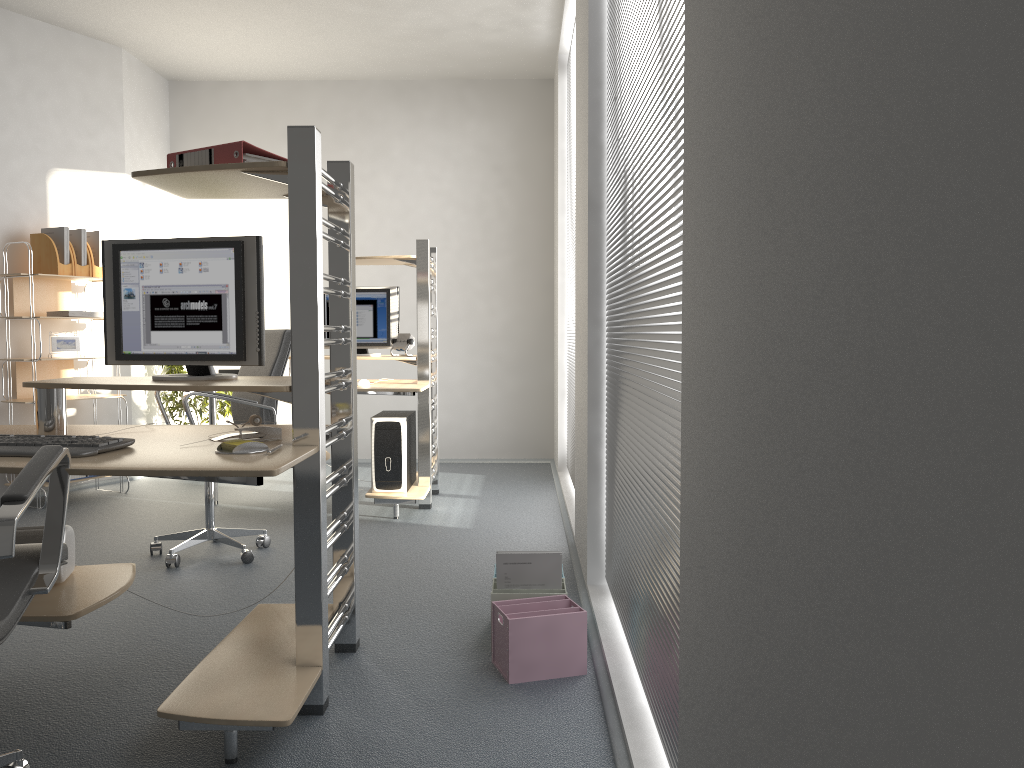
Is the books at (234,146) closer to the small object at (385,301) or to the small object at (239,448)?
the small object at (239,448)

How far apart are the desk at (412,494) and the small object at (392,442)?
0.03m

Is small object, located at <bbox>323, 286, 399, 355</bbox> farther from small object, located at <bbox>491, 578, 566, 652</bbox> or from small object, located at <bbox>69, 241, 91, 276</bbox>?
small object, located at <bbox>491, 578, 566, 652</bbox>

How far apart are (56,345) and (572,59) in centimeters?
362cm

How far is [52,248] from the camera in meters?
5.3

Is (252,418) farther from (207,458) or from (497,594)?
(497,594)

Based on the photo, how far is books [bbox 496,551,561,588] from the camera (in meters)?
2.88

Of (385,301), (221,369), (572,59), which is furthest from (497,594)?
(572,59)

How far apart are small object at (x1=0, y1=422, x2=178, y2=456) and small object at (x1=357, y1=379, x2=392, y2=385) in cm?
269

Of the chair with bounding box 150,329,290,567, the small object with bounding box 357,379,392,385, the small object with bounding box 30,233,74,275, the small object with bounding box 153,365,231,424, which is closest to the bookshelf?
the small object with bounding box 30,233,74,275
